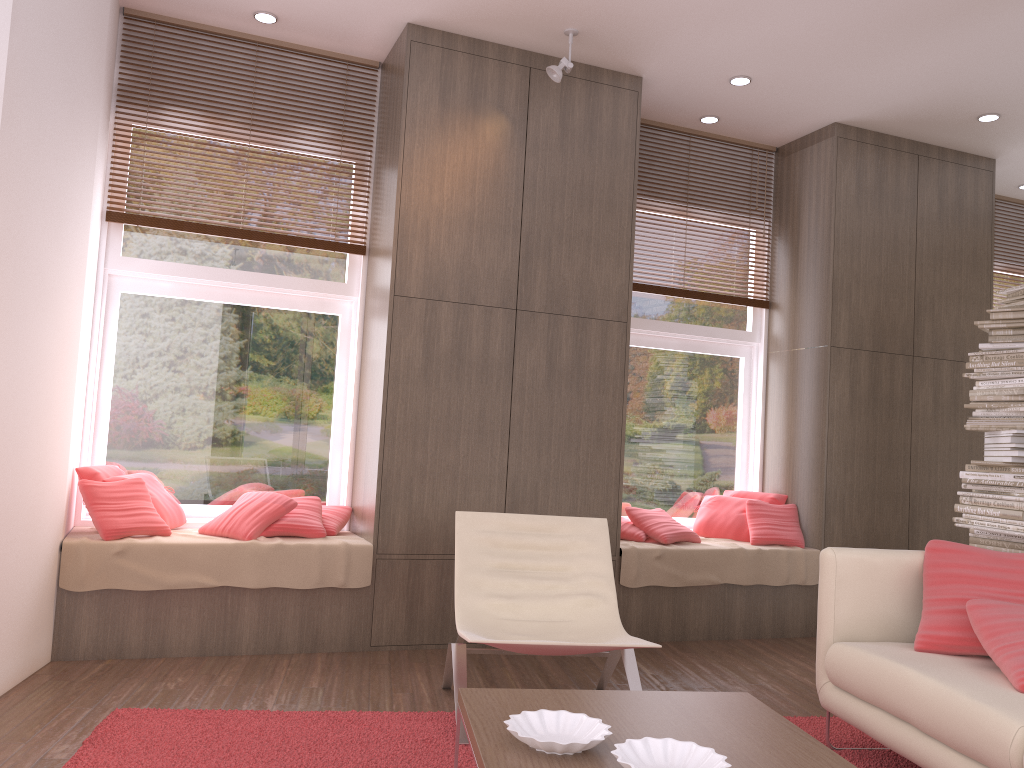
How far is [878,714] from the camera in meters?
2.9 m

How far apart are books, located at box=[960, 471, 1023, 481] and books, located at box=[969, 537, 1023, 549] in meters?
0.3

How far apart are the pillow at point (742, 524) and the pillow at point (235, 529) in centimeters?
263cm

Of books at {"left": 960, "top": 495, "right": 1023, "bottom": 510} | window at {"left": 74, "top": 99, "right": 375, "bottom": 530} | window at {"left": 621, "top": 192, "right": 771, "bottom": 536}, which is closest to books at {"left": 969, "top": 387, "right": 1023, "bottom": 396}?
books at {"left": 960, "top": 495, "right": 1023, "bottom": 510}

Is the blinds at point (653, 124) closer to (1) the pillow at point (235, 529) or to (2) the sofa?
(1) the pillow at point (235, 529)

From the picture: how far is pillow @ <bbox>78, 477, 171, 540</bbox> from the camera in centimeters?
406cm

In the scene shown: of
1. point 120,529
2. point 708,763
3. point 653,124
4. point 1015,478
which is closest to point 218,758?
point 120,529

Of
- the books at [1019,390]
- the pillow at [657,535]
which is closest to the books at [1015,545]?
the books at [1019,390]

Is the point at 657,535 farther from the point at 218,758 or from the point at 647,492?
the point at 218,758

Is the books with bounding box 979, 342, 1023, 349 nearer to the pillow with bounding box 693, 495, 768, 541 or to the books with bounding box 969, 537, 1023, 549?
the books with bounding box 969, 537, 1023, 549
